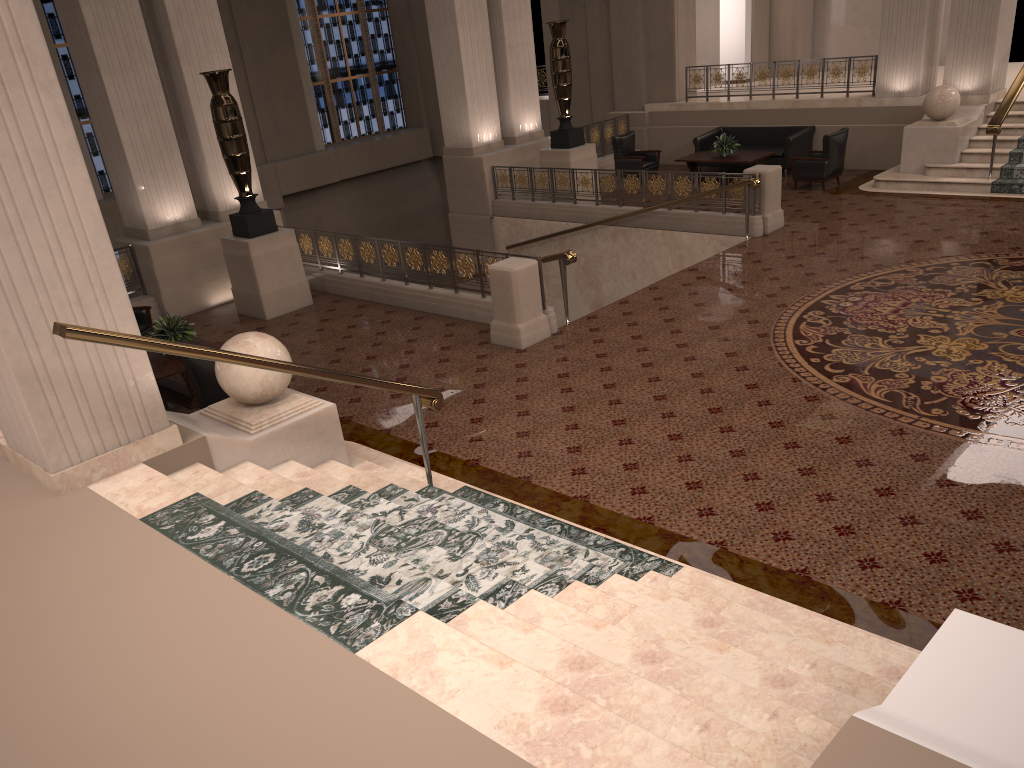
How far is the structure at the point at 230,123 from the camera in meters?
10.5

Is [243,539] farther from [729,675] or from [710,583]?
[710,583]

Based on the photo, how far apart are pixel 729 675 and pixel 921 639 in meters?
1.5

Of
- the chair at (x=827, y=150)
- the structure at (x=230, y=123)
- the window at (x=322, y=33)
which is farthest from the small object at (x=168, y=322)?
the window at (x=322, y=33)

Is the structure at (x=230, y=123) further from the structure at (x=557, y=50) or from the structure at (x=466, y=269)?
the structure at (x=557, y=50)

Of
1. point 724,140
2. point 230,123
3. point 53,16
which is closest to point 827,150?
point 724,140

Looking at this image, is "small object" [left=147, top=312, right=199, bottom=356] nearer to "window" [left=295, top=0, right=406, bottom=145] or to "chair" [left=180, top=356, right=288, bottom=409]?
"chair" [left=180, top=356, right=288, bottom=409]

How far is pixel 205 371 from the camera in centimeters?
733cm

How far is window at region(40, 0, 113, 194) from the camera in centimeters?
1679cm

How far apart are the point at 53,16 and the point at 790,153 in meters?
14.0
